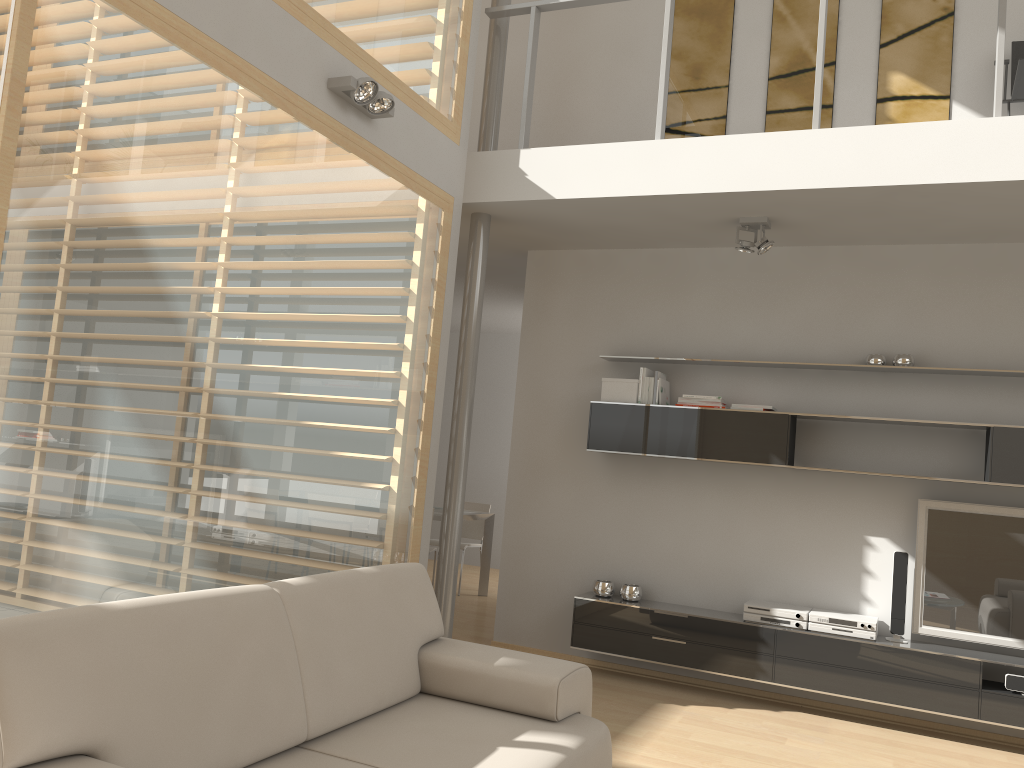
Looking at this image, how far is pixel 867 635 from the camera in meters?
4.8

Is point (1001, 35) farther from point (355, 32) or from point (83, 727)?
point (83, 727)

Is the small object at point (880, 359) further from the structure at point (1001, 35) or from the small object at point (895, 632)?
the structure at point (1001, 35)

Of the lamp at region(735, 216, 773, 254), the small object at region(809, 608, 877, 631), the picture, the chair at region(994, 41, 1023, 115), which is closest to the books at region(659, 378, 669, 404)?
the lamp at region(735, 216, 773, 254)

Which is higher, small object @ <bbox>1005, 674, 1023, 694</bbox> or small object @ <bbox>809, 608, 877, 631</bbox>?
small object @ <bbox>809, 608, 877, 631</bbox>

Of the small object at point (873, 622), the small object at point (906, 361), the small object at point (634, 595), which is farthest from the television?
the small object at point (634, 595)

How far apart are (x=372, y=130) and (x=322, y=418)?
1.41m

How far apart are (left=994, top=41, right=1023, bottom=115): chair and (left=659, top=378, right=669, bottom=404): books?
2.5m

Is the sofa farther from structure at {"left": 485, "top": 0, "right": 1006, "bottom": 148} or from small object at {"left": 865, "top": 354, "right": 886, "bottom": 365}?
small object at {"left": 865, "top": 354, "right": 886, "bottom": 365}

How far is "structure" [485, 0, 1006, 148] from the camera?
4.1m
